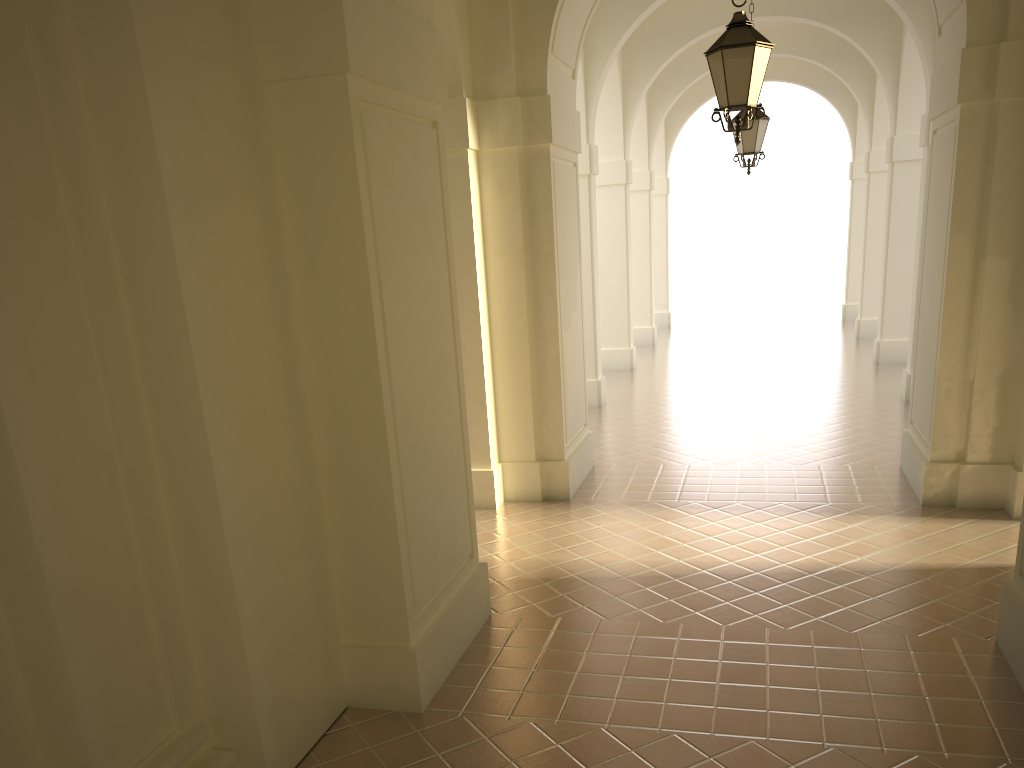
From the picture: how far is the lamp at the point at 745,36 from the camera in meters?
6.6

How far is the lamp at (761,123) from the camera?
11.4m

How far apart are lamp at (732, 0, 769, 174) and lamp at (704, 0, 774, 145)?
4.8m

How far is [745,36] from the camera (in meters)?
6.63

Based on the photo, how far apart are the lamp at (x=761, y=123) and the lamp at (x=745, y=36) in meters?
4.8

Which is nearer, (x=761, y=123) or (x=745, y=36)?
(x=745, y=36)

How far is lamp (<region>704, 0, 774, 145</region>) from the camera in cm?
663

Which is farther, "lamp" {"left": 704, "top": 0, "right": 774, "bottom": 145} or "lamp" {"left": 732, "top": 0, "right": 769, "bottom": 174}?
"lamp" {"left": 732, "top": 0, "right": 769, "bottom": 174}

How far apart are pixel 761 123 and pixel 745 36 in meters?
5.1

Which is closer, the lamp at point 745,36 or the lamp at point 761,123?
the lamp at point 745,36
